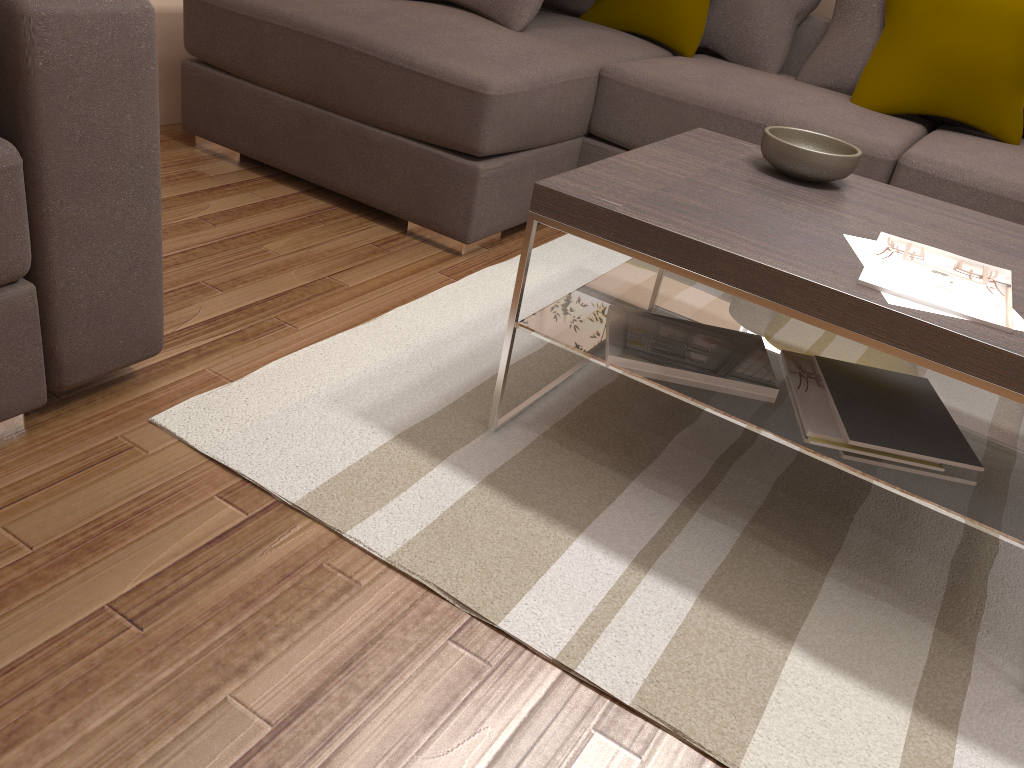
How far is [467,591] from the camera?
1.47m

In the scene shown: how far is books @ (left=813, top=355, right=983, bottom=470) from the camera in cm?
158

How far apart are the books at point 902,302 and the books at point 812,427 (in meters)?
0.28

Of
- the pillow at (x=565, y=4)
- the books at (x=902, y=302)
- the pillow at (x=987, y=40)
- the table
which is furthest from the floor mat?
the pillow at (x=565, y=4)

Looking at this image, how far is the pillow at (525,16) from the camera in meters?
3.0

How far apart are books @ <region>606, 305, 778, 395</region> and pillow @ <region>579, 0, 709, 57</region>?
1.96m

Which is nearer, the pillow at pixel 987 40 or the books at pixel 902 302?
the books at pixel 902 302

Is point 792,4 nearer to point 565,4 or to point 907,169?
point 565,4

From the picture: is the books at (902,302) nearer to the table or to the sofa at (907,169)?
the table

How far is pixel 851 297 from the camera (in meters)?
1.41
